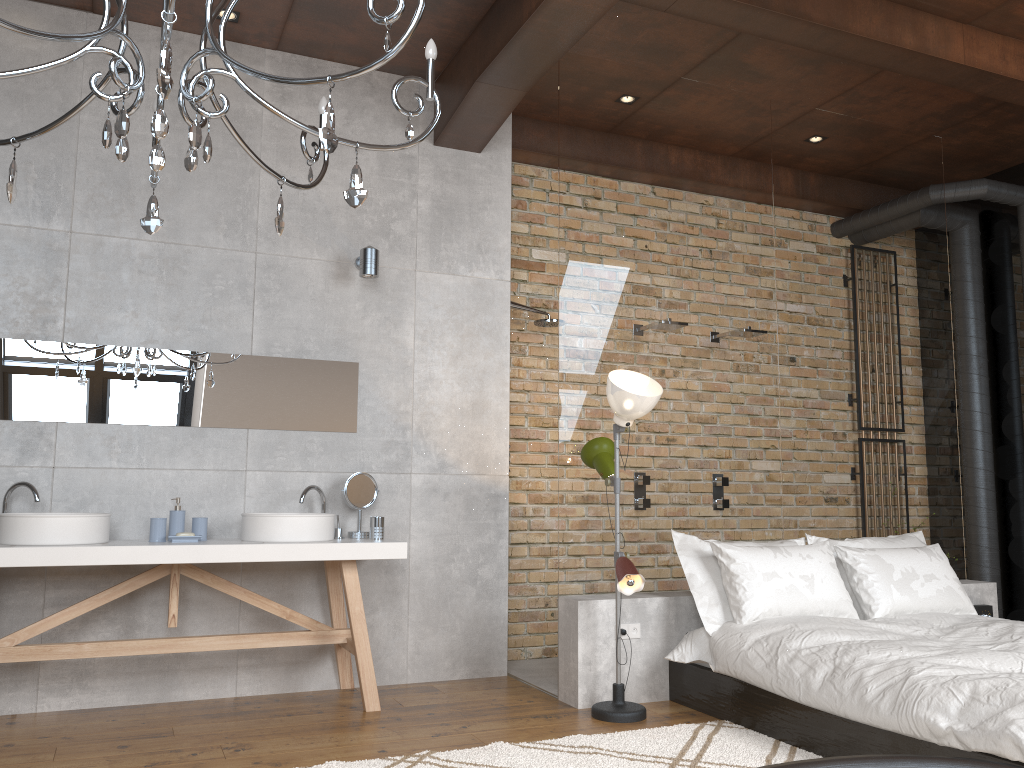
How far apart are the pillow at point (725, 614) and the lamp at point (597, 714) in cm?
39

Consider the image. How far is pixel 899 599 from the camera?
4.4m

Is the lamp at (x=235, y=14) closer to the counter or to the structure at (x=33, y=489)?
the structure at (x=33, y=489)

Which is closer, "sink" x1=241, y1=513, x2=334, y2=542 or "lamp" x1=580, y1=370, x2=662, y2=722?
"lamp" x1=580, y1=370, x2=662, y2=722

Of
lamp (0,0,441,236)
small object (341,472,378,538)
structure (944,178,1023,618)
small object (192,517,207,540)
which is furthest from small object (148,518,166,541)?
structure (944,178,1023,618)

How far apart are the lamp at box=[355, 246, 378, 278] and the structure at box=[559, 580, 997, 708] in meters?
1.9

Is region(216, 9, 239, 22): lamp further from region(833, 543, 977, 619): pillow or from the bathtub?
the bathtub

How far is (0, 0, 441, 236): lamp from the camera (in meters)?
2.02

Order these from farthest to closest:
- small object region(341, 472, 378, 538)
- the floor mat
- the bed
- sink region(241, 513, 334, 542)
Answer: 1. small object region(341, 472, 378, 538)
2. sink region(241, 513, 334, 542)
3. the floor mat
4. the bed

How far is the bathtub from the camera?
1.30m
